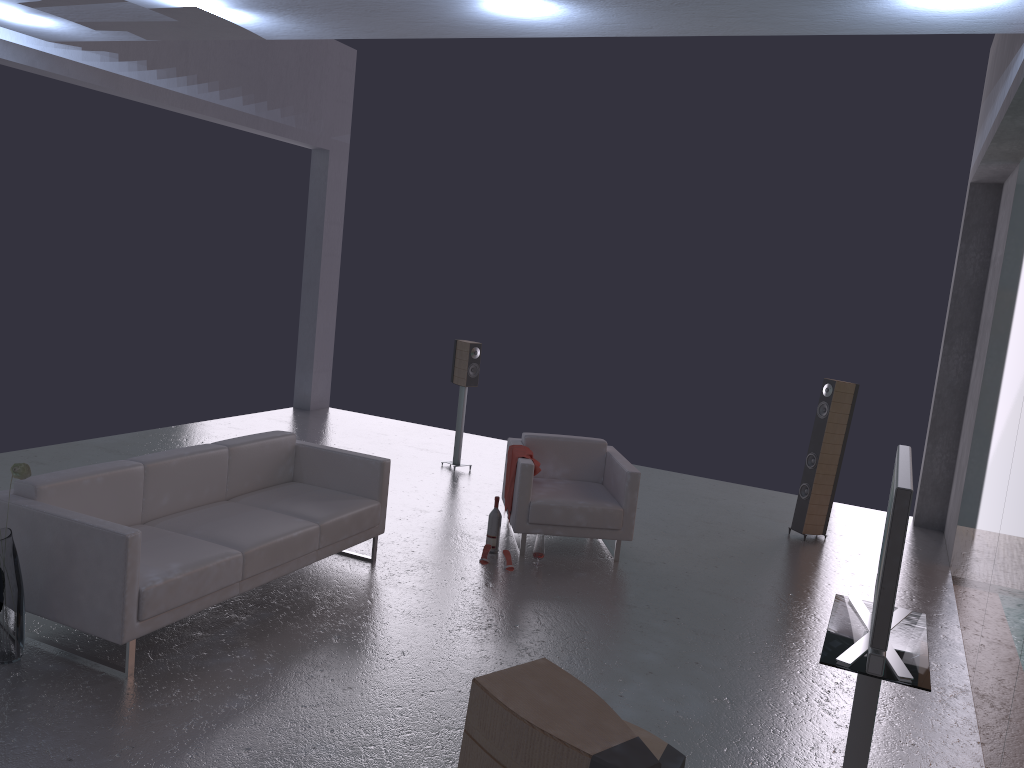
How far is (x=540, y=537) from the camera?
6.6m

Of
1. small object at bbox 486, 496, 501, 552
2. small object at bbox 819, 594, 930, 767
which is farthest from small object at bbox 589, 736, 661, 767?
small object at bbox 486, 496, 501, 552

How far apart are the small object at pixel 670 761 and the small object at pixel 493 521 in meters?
3.4 m

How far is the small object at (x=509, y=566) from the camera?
6.43m

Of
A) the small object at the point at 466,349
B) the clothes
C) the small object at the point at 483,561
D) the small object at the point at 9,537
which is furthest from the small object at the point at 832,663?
the small object at the point at 466,349

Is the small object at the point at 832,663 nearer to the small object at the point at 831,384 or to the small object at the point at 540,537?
the small object at the point at 540,537

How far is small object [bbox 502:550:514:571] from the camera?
6.4 meters

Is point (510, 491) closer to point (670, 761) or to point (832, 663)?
point (670, 761)

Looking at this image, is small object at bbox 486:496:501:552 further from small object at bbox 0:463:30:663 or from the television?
the television

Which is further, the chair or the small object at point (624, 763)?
the chair
